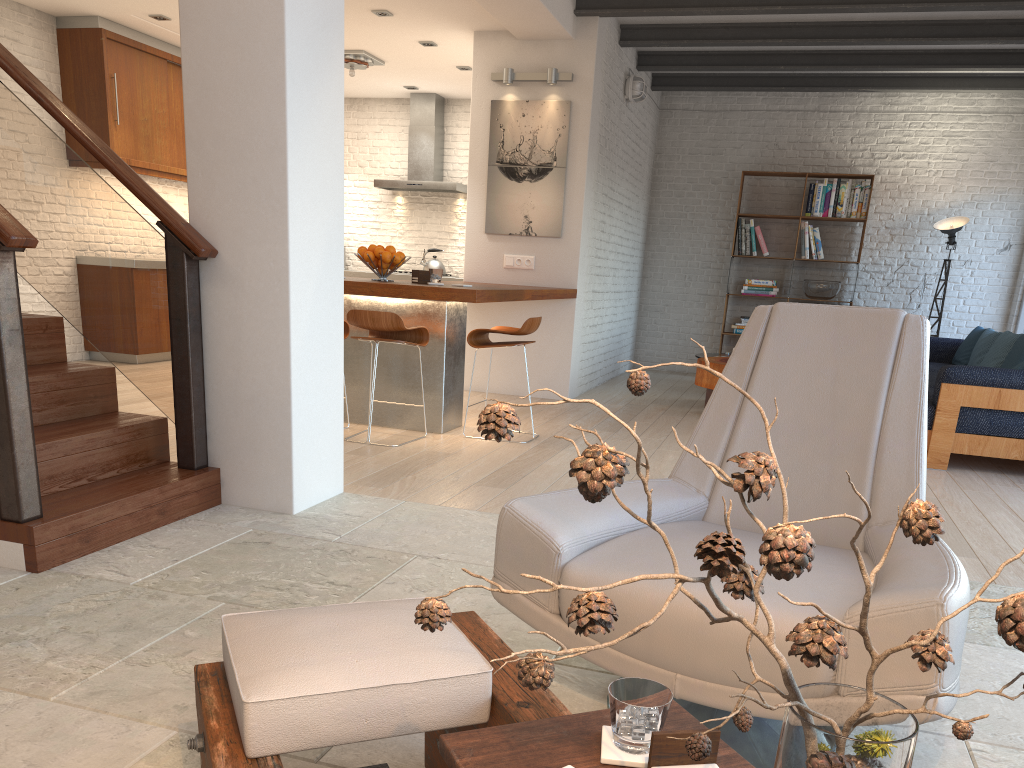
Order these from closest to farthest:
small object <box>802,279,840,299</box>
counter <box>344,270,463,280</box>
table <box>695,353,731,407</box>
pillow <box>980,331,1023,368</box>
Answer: pillow <box>980,331,1023,368</box> → table <box>695,353,731,407</box> → small object <box>802,279,840,299</box> → counter <box>344,270,463,280</box>

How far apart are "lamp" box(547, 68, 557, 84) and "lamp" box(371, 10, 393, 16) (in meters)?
1.39

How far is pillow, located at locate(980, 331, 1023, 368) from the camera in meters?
6.5

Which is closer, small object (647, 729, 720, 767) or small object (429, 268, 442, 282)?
small object (647, 729, 720, 767)

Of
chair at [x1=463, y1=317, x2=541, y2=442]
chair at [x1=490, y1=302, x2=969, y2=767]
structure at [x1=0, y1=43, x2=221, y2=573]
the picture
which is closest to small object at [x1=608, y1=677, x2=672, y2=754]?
chair at [x1=490, y1=302, x2=969, y2=767]

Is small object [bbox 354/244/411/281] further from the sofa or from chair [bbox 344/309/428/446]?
the sofa

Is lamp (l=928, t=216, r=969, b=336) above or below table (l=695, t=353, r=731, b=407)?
above

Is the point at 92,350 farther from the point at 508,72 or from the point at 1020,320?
the point at 1020,320

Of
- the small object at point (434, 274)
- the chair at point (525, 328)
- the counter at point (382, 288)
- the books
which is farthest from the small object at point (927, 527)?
the books

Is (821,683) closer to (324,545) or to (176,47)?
(324,545)
